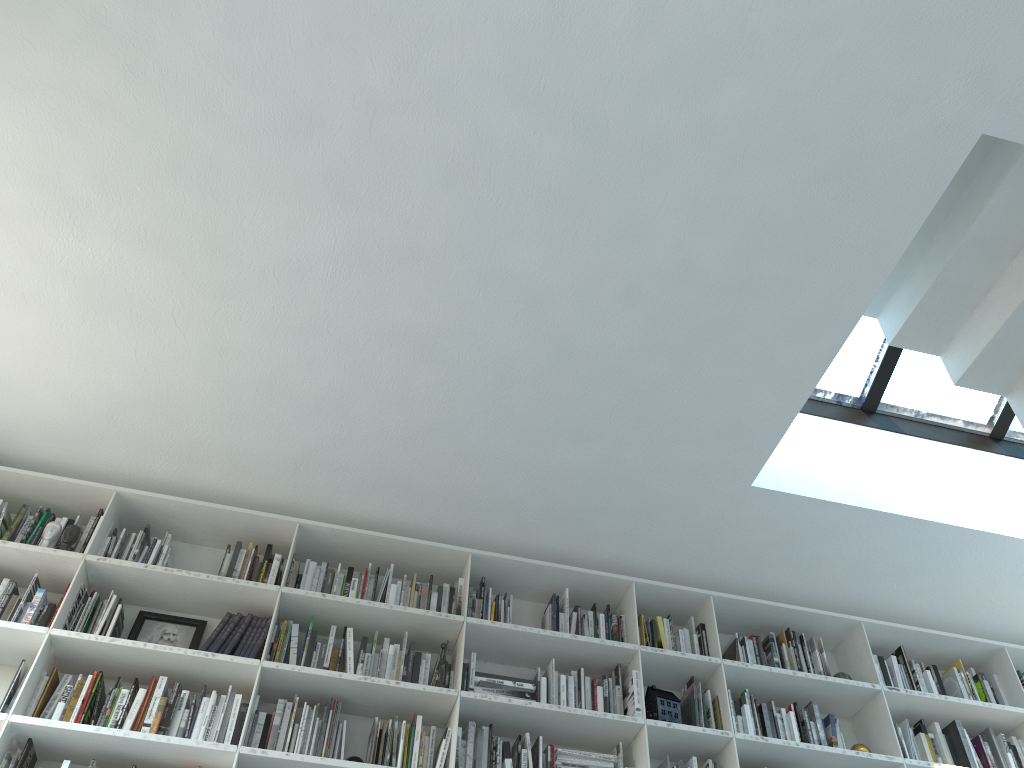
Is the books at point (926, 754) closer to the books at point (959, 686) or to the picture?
the books at point (959, 686)

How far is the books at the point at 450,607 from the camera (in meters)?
4.20

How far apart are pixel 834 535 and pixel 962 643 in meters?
1.1 m

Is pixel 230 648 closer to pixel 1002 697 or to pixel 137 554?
pixel 137 554

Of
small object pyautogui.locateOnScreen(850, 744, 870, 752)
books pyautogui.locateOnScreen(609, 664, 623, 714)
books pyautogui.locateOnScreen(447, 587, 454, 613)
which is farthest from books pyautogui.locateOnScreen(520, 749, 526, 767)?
small object pyautogui.locateOnScreen(850, 744, 870, 752)

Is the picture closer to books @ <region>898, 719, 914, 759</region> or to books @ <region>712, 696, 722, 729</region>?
books @ <region>712, 696, 722, 729</region>

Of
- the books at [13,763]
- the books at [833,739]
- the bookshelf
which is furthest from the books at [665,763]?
the books at [13,763]

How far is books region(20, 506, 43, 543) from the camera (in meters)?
3.97

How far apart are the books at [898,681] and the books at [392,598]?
2.6 meters

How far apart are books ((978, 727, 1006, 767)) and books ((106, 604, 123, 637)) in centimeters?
419cm
